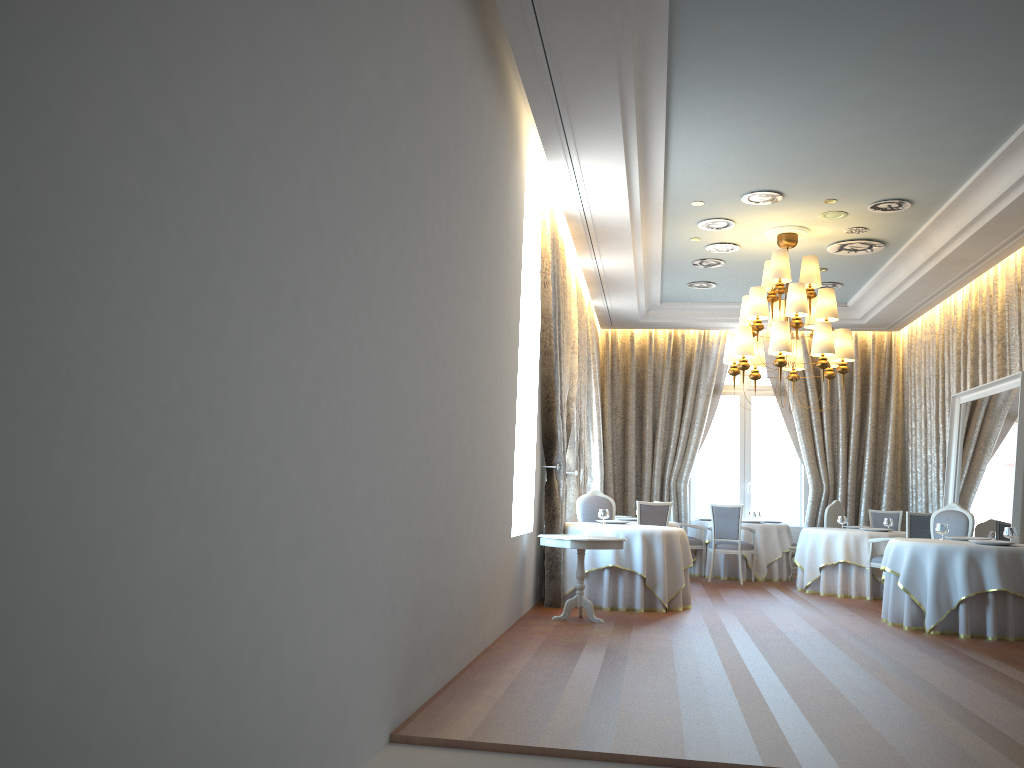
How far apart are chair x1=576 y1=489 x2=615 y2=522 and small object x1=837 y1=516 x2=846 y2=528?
3.5m

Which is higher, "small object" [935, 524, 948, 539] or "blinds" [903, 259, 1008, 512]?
"blinds" [903, 259, 1008, 512]

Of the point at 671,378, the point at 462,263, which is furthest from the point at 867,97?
the point at 671,378

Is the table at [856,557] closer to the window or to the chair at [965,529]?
the chair at [965,529]

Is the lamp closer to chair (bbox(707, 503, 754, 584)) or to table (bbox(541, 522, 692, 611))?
table (bbox(541, 522, 692, 611))

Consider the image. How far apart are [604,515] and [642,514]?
1.3 meters

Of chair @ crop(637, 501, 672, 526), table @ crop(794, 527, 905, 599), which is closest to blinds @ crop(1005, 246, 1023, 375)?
table @ crop(794, 527, 905, 599)

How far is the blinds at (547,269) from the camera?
9.10m

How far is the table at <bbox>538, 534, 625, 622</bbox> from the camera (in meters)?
7.96

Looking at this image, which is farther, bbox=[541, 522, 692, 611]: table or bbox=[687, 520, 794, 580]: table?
bbox=[687, 520, 794, 580]: table
